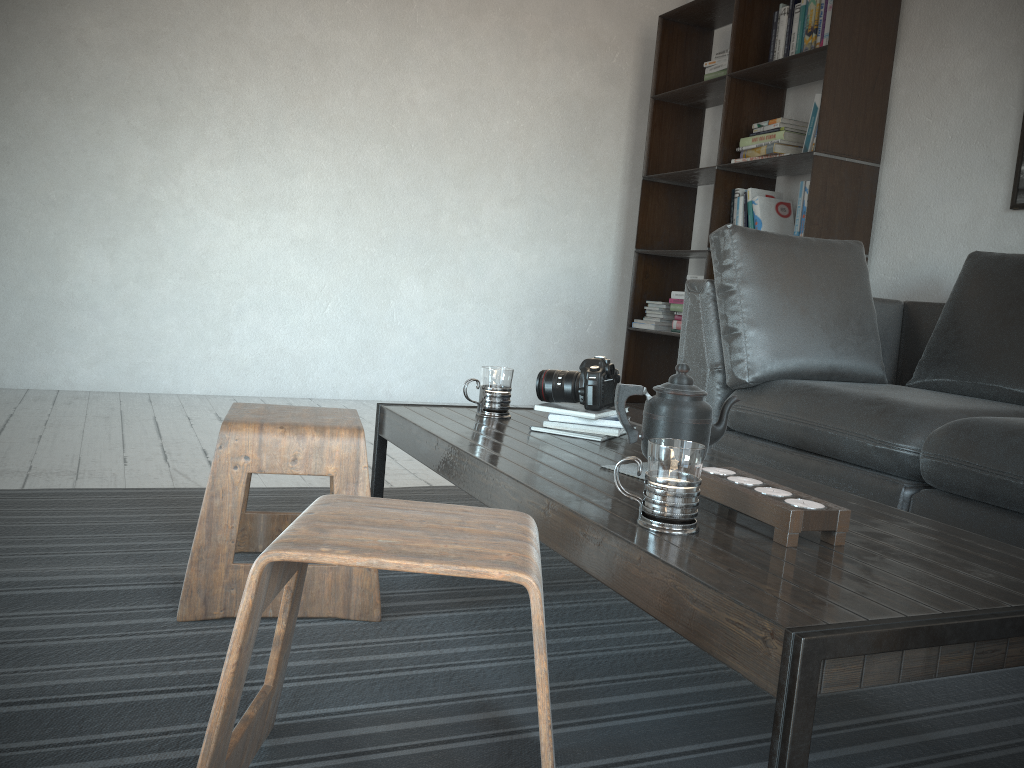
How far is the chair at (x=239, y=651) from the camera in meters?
0.9

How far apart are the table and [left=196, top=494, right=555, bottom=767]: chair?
0.1m

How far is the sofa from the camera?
2.0 meters

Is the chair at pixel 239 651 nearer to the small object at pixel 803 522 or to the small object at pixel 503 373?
the small object at pixel 803 522

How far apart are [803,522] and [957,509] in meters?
1.1 m

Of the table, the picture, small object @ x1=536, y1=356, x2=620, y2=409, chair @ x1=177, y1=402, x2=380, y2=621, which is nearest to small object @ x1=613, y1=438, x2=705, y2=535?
the table

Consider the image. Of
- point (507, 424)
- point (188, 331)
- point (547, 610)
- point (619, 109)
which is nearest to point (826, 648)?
point (547, 610)

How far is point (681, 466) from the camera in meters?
1.1 m

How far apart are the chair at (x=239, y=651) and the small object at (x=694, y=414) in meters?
0.5 m

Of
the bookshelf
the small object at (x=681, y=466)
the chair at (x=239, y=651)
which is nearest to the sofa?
the bookshelf
